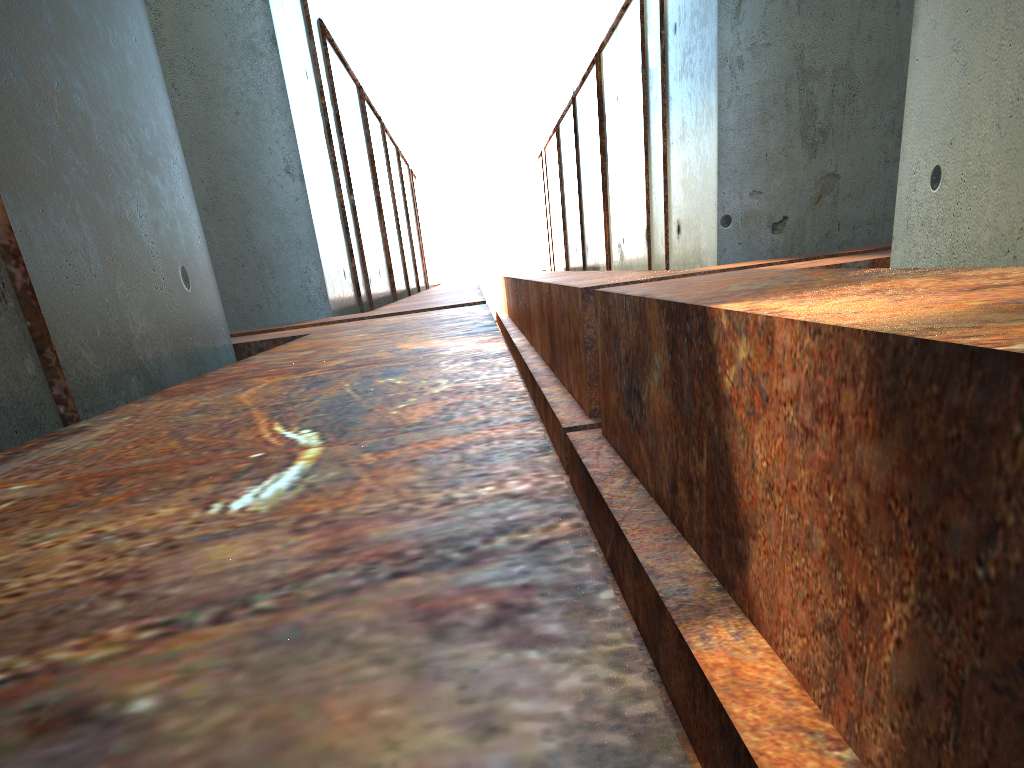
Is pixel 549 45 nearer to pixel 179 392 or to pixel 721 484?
pixel 721 484

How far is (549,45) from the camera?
27.0 meters
